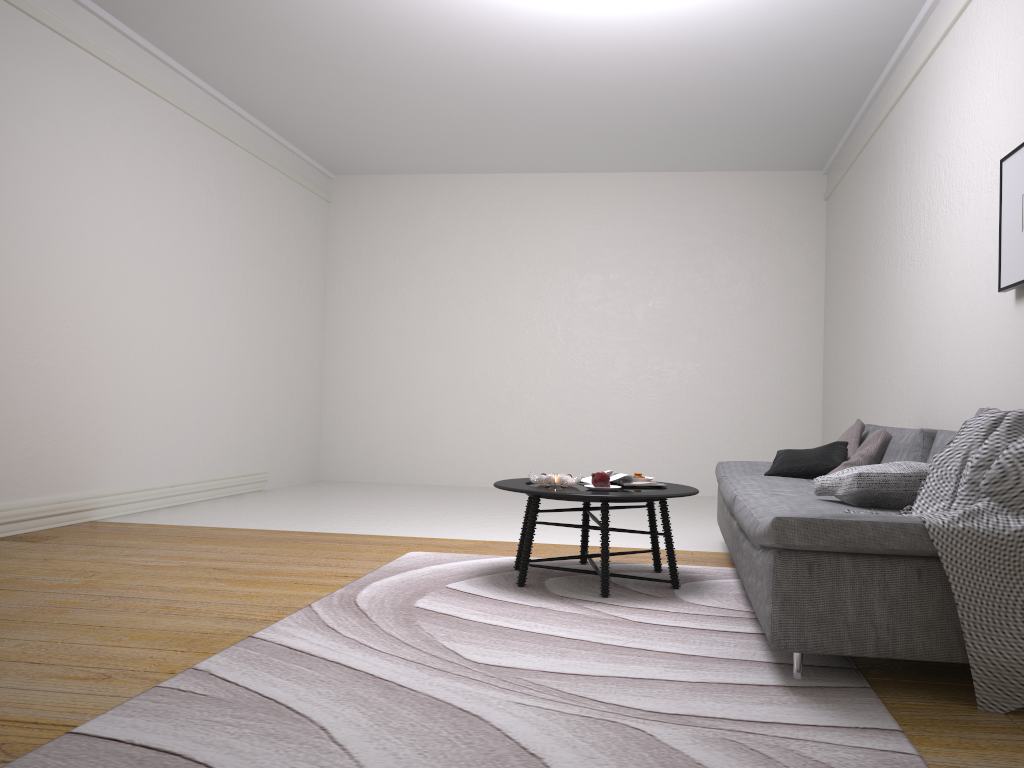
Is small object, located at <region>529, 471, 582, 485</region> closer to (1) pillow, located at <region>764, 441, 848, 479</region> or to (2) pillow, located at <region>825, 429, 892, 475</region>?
(1) pillow, located at <region>764, 441, 848, 479</region>

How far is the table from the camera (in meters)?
3.63

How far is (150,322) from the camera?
6.3 meters

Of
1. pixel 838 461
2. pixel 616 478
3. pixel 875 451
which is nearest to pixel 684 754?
pixel 616 478

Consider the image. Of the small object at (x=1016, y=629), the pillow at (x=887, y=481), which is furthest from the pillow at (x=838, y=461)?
the small object at (x=1016, y=629)

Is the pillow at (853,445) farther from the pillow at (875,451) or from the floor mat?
the floor mat

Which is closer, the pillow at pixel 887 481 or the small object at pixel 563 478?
the pillow at pixel 887 481

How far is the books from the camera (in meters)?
4.12

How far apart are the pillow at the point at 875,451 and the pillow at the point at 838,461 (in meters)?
0.10

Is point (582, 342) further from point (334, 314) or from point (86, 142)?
point (86, 142)
